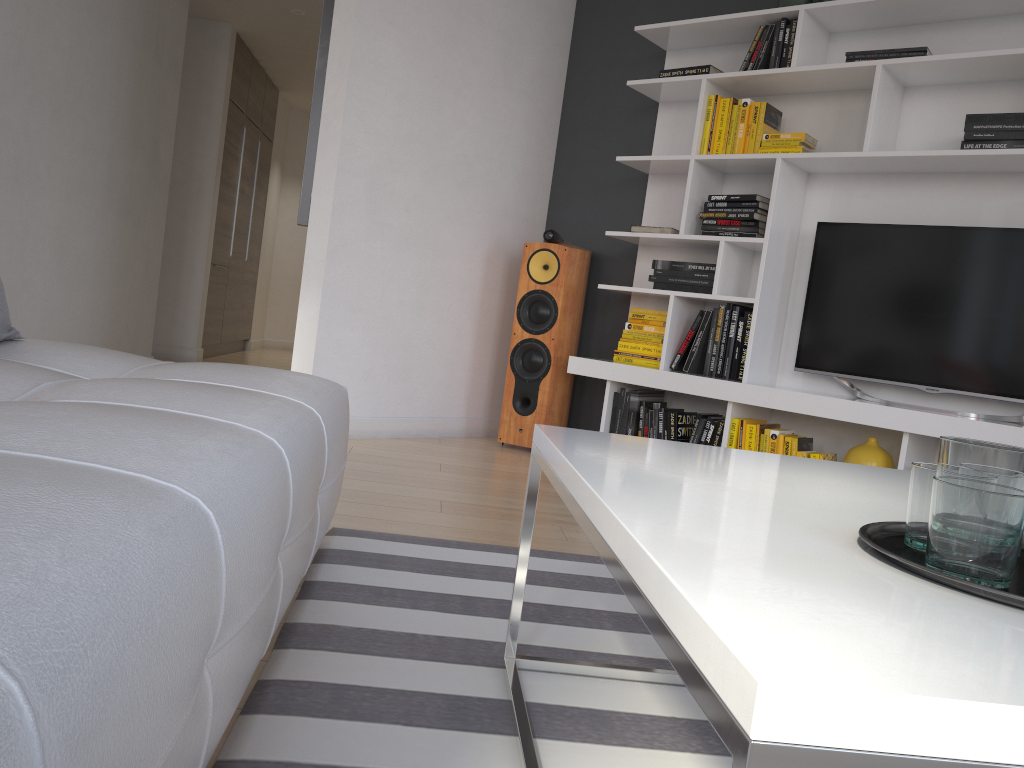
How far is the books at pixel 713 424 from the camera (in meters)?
3.75

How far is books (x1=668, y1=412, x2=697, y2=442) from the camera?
3.9m

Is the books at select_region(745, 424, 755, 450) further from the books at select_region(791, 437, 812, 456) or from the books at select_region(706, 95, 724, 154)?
the books at select_region(706, 95, 724, 154)

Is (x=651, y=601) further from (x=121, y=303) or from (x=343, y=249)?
(x=121, y=303)

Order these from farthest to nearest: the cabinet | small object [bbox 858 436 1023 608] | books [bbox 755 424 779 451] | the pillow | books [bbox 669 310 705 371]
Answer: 1. the cabinet
2. books [bbox 669 310 705 371]
3. books [bbox 755 424 779 451]
4. the pillow
5. small object [bbox 858 436 1023 608]

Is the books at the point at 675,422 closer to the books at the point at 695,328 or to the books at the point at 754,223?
the books at the point at 695,328

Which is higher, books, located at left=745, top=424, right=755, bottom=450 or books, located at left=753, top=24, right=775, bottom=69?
books, located at left=753, top=24, right=775, bottom=69

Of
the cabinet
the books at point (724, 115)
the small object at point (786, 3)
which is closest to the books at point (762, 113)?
the books at point (724, 115)

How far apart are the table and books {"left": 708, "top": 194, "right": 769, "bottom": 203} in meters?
2.4

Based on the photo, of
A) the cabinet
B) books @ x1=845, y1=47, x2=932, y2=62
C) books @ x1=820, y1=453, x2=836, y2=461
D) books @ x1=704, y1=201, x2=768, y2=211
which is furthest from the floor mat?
the cabinet
